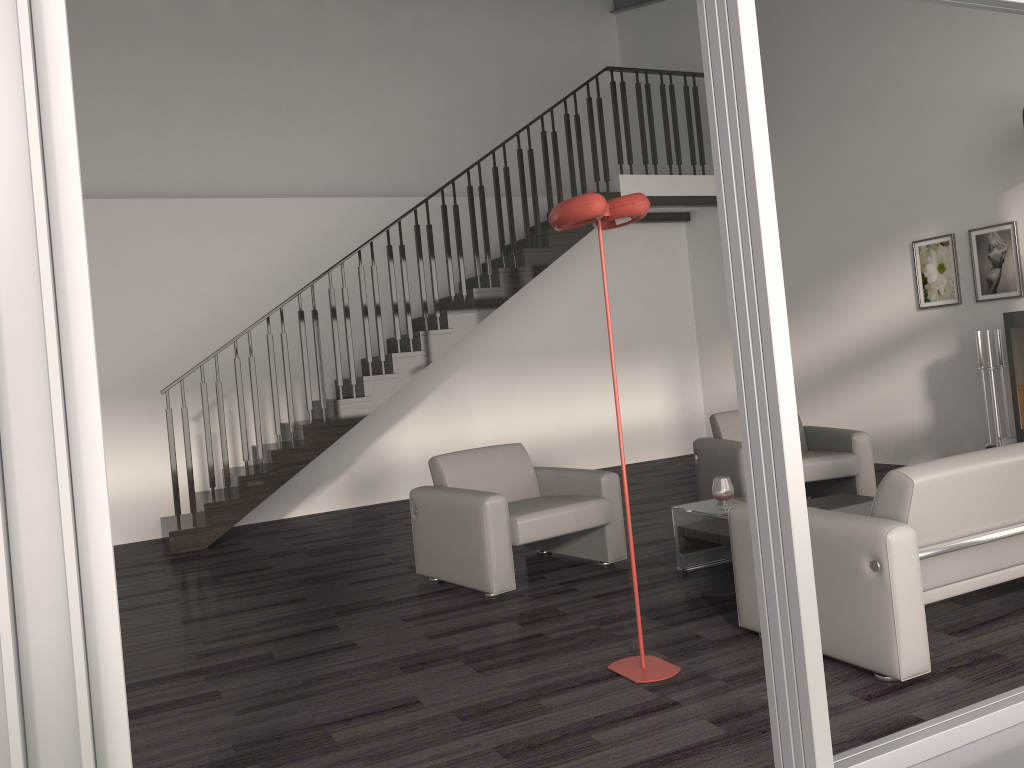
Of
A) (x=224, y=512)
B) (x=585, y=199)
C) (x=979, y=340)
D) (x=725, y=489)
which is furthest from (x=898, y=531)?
(x=224, y=512)

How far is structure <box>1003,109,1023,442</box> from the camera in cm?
601

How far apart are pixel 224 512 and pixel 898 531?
5.51m

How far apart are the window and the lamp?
0.9m

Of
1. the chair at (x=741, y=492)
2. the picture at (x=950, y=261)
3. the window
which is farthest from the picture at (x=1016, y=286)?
the window

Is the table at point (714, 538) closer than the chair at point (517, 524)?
Yes

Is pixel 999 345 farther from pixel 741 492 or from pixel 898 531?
pixel 898 531

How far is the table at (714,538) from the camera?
4.53m

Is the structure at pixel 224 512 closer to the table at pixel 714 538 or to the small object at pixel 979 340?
the small object at pixel 979 340

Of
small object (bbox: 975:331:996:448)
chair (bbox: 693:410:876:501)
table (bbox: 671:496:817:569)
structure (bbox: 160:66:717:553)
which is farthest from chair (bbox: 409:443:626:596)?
small object (bbox: 975:331:996:448)
